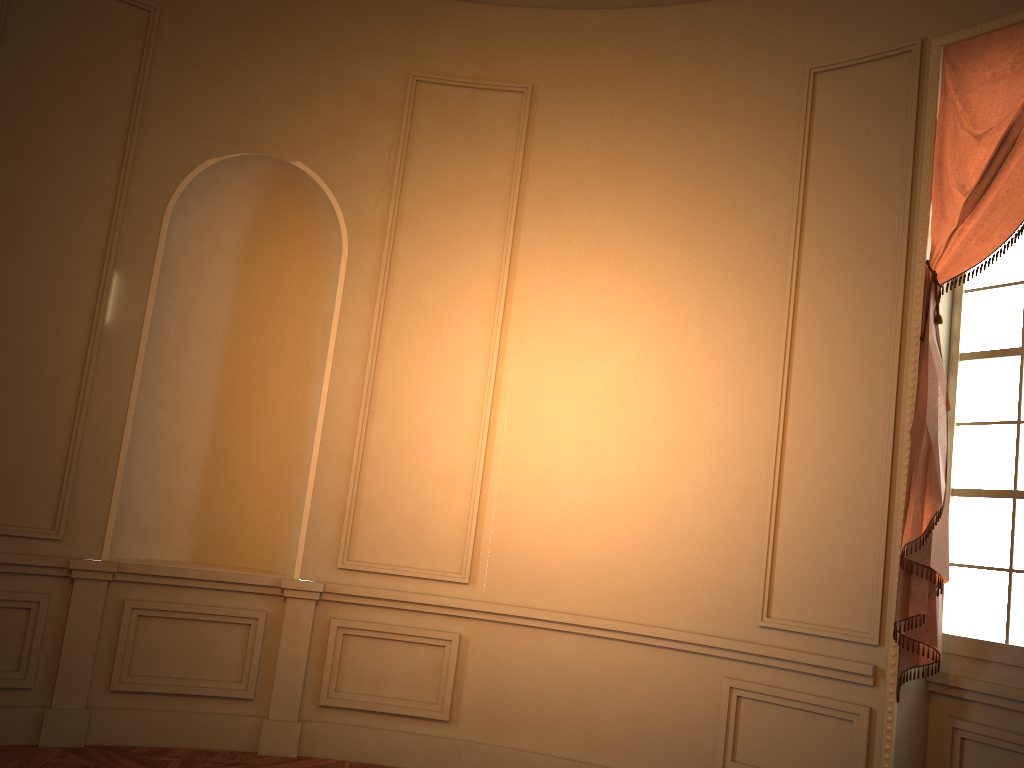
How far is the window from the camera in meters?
3.7

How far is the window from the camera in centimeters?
371cm

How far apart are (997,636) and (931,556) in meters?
0.4 m

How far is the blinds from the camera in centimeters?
370cm

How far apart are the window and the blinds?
0.12m

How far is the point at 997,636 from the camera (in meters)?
3.71

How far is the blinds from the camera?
3.7m

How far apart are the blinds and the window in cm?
12
